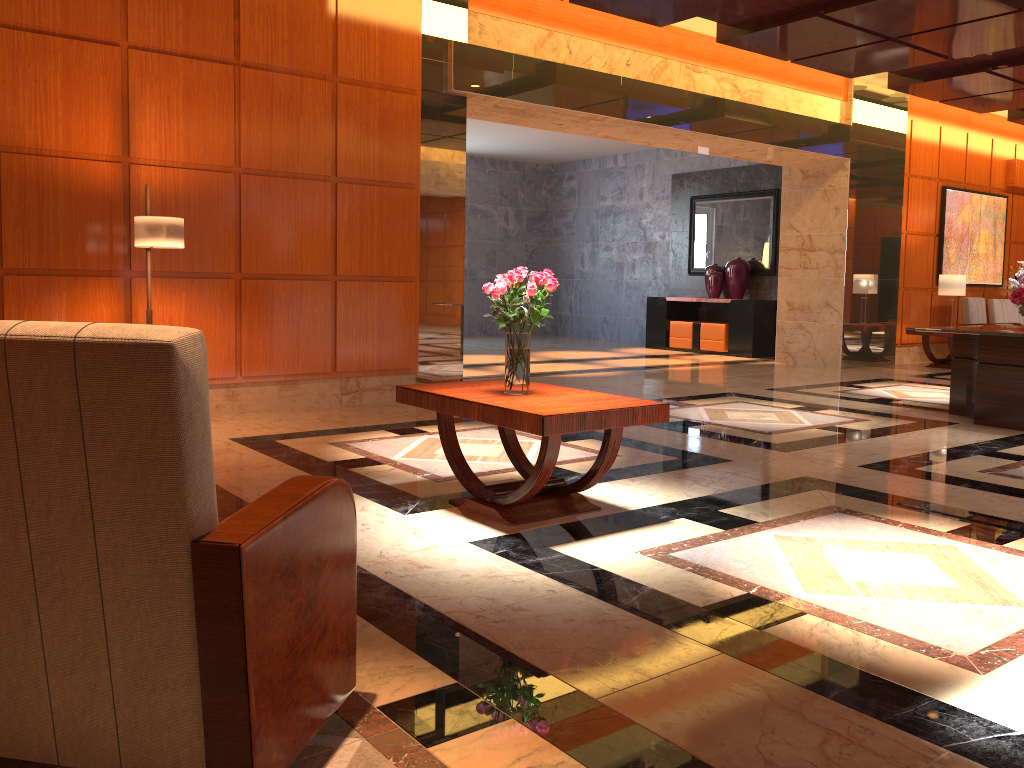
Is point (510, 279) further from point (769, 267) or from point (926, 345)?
point (769, 267)

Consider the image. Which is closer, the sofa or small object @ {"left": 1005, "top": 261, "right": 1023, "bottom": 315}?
small object @ {"left": 1005, "top": 261, "right": 1023, "bottom": 315}

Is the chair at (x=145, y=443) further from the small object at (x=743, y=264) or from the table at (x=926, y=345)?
the small object at (x=743, y=264)

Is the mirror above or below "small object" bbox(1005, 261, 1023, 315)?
above

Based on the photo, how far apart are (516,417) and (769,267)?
11.0m

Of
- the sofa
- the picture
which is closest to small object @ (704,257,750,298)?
the picture

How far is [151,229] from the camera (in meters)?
5.56

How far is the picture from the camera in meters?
13.1

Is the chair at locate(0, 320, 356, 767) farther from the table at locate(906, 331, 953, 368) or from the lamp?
the table at locate(906, 331, 953, 368)

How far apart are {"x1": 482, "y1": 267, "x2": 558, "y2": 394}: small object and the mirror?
10.30m
